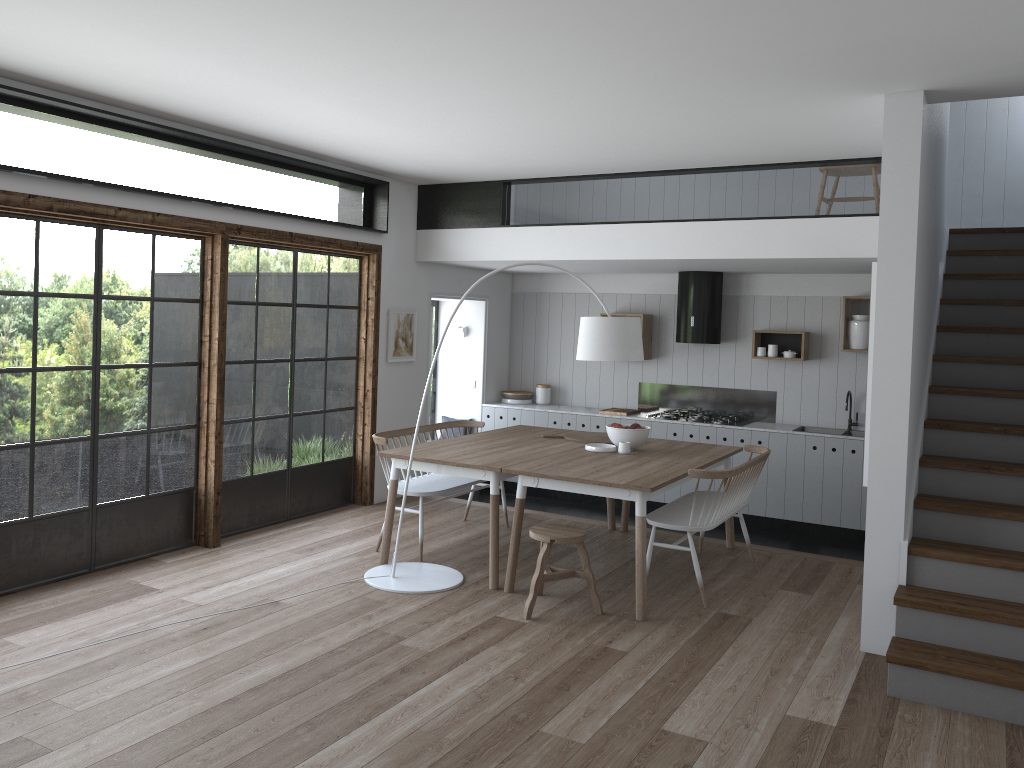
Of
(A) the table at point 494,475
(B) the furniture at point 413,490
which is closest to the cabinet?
(A) the table at point 494,475

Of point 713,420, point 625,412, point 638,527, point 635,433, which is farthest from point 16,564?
point 713,420

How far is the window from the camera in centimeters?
497cm

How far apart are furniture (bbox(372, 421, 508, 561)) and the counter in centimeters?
192cm

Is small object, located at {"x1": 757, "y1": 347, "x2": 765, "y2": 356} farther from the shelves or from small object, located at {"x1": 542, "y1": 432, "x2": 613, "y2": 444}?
small object, located at {"x1": 542, "y1": 432, "x2": 613, "y2": 444}

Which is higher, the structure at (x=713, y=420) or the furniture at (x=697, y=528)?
the structure at (x=713, y=420)

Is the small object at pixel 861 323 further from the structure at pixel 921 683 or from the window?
the window

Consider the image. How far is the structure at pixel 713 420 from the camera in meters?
8.2

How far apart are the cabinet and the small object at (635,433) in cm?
213

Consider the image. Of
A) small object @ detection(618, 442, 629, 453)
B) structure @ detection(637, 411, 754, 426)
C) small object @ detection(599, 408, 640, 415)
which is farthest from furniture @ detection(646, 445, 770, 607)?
small object @ detection(599, 408, 640, 415)
